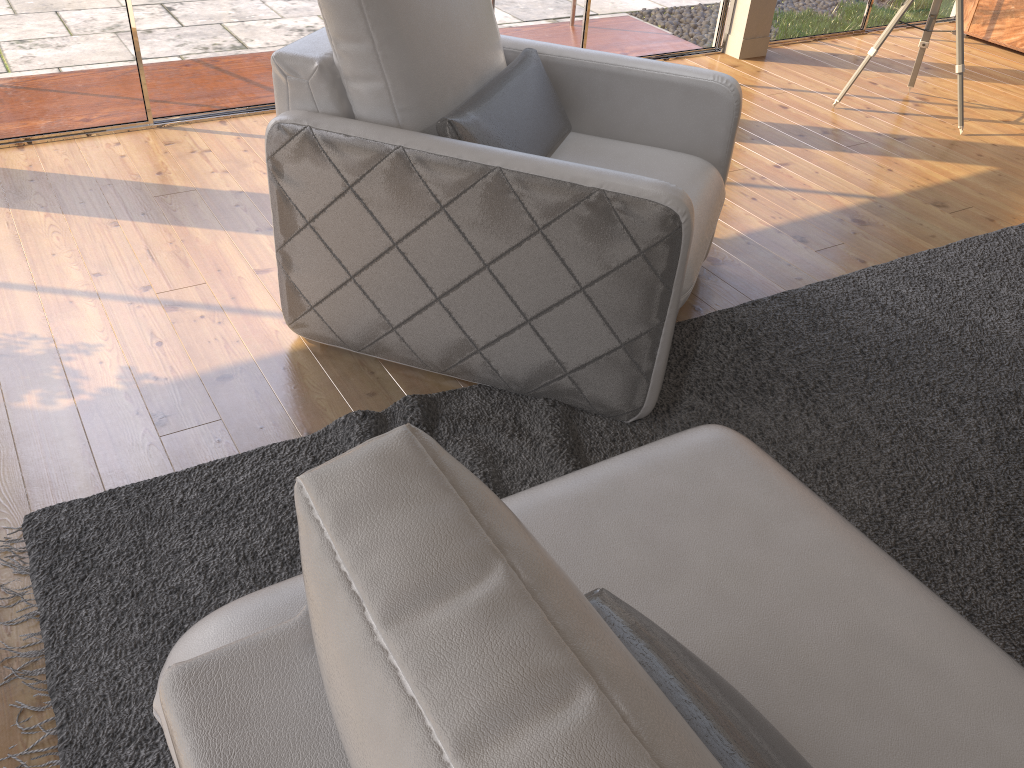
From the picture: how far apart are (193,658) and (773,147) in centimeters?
371cm

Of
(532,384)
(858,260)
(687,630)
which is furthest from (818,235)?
(687,630)

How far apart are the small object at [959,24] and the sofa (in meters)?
3.41

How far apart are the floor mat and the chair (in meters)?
0.02

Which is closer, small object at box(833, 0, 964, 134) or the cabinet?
small object at box(833, 0, 964, 134)

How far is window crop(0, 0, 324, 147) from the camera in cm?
333

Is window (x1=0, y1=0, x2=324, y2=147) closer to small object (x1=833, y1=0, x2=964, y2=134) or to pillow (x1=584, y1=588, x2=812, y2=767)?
small object (x1=833, y1=0, x2=964, y2=134)

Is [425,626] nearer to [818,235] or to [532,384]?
[532,384]

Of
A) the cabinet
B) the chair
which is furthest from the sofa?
the cabinet

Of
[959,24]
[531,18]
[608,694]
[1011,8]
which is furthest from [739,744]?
[1011,8]
